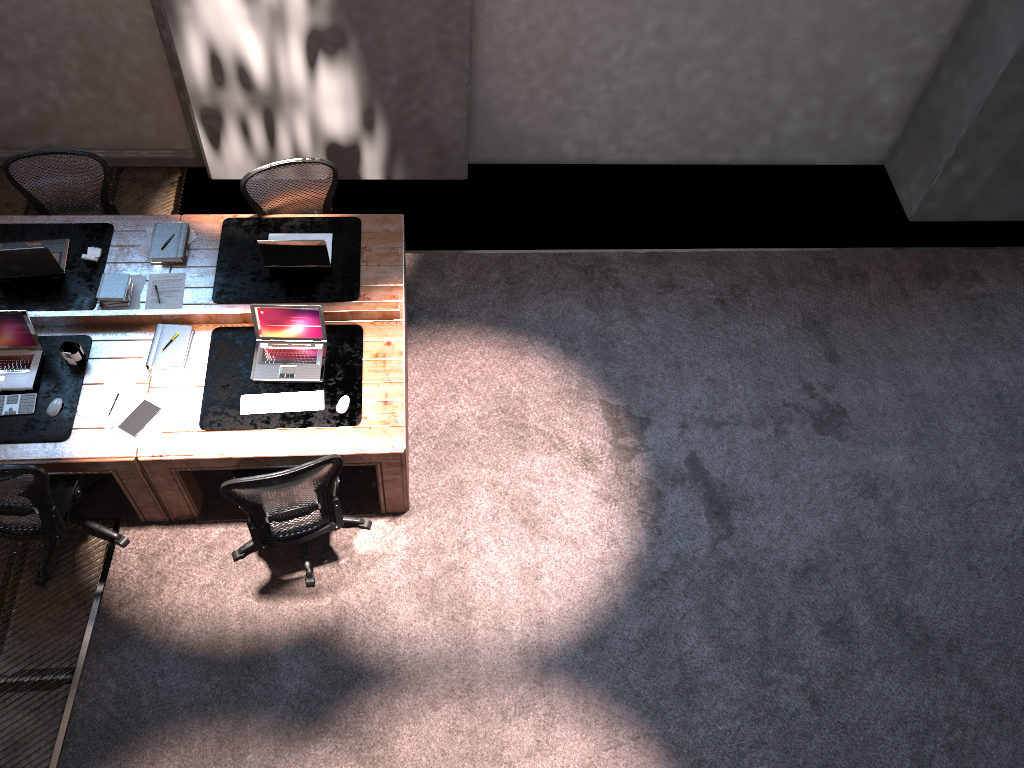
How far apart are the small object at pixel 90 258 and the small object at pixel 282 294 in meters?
0.7

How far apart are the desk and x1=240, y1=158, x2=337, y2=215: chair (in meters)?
0.25

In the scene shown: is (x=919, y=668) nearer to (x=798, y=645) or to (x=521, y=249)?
(x=798, y=645)

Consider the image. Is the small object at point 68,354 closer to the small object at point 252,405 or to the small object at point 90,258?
the small object at point 90,258

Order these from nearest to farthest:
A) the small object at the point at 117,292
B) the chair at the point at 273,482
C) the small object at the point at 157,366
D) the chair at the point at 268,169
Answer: the chair at the point at 273,482 < the small object at the point at 157,366 < the small object at the point at 117,292 < the chair at the point at 268,169

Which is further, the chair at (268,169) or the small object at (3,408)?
the chair at (268,169)

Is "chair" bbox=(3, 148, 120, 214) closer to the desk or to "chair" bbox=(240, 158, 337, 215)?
the desk

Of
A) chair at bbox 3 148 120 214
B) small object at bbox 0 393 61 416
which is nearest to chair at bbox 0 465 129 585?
small object at bbox 0 393 61 416

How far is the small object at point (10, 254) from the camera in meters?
4.9

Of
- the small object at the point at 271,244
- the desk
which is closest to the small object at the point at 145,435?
the desk
